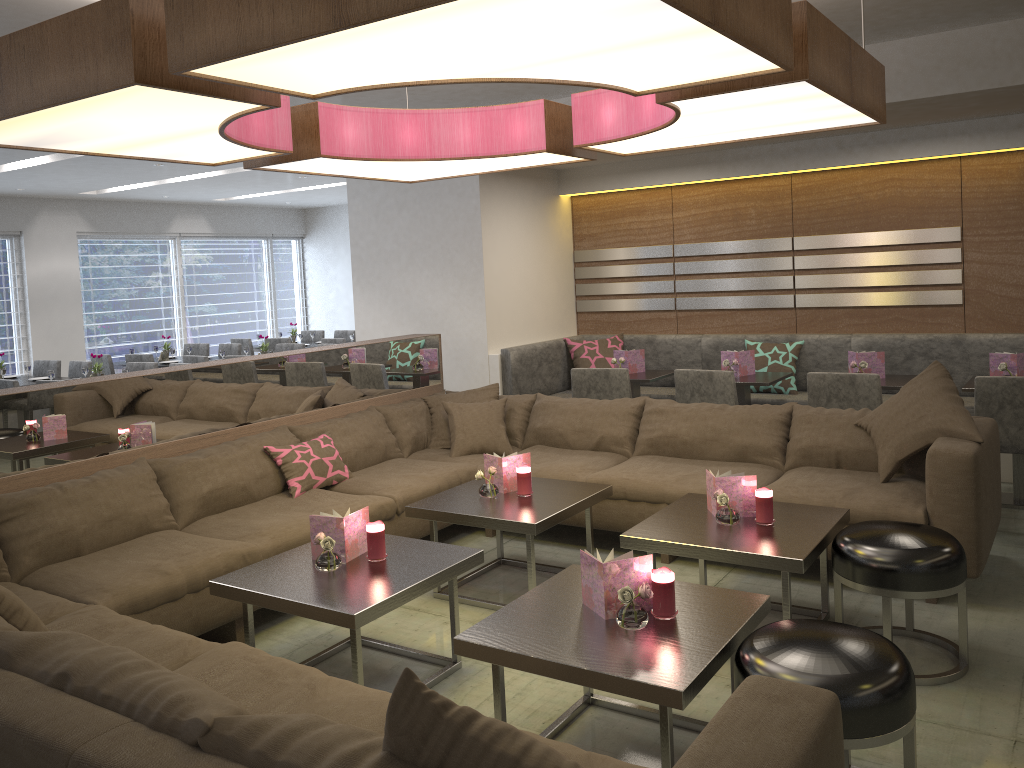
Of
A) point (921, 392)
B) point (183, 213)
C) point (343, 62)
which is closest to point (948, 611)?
point (921, 392)

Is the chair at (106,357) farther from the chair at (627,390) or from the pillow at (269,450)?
the chair at (627,390)

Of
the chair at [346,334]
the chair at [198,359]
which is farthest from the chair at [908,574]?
the chair at [346,334]

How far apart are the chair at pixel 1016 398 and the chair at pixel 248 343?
8.09m

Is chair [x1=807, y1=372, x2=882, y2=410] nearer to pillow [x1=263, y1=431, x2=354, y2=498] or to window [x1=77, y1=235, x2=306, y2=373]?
pillow [x1=263, y1=431, x2=354, y2=498]

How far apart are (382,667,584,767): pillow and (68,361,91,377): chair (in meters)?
7.80

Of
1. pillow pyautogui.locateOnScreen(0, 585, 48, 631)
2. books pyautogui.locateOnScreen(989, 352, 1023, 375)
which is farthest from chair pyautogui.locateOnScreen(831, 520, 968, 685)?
pillow pyautogui.locateOnScreen(0, 585, 48, 631)

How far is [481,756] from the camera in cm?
135

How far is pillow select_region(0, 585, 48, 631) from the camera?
2.3m

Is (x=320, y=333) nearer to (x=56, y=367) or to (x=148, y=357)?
(x=148, y=357)
